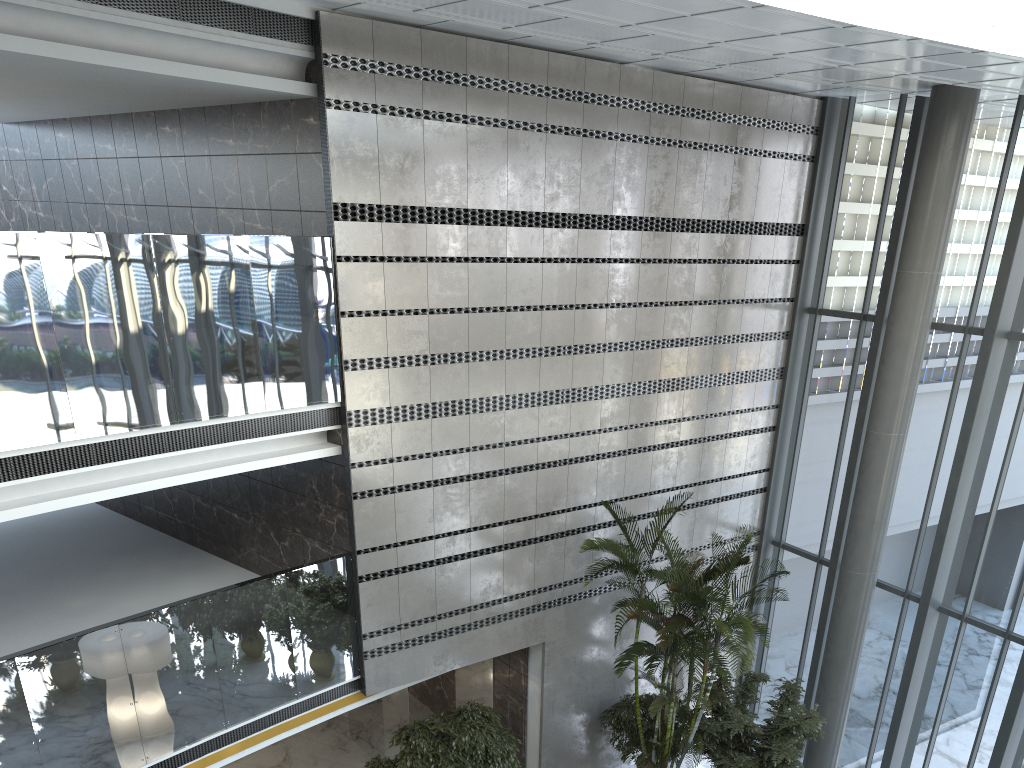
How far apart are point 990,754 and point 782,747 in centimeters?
258cm

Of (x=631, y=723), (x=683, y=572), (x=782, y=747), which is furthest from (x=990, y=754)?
(x=683, y=572)

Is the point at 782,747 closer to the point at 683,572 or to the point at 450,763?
the point at 683,572

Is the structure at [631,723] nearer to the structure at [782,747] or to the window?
the structure at [782,747]

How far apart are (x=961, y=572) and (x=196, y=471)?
8.8m

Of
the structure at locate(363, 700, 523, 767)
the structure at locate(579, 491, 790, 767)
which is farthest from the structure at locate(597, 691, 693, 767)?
the structure at locate(363, 700, 523, 767)

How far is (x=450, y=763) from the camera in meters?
9.0 m

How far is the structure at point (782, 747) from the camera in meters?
9.5

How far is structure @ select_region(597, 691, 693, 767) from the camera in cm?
1048

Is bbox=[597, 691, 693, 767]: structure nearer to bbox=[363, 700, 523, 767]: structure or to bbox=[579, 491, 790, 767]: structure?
bbox=[579, 491, 790, 767]: structure
